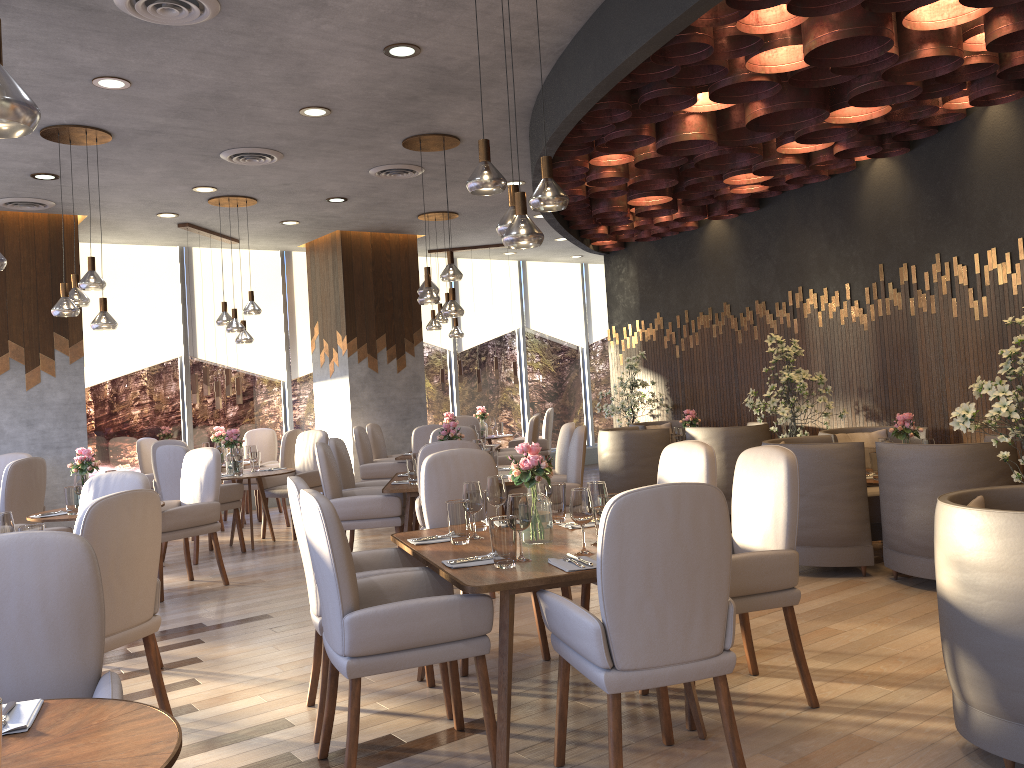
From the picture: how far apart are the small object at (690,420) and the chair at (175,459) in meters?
4.2 m

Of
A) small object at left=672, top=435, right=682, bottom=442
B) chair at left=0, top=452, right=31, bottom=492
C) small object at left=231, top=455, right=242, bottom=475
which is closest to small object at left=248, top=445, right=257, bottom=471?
small object at left=231, top=455, right=242, bottom=475

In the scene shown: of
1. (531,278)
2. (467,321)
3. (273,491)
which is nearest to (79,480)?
(273,491)

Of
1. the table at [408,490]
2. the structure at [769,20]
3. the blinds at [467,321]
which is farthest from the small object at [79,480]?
the blinds at [467,321]

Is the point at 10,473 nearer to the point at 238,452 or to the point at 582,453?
the point at 238,452

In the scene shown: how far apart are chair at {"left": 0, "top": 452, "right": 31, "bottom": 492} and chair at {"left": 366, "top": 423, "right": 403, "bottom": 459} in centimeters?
335cm

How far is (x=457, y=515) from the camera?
3.7m

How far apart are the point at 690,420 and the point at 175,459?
4.7m

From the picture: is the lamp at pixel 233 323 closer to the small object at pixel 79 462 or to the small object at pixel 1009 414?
the small object at pixel 79 462

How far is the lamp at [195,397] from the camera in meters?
9.1 m
